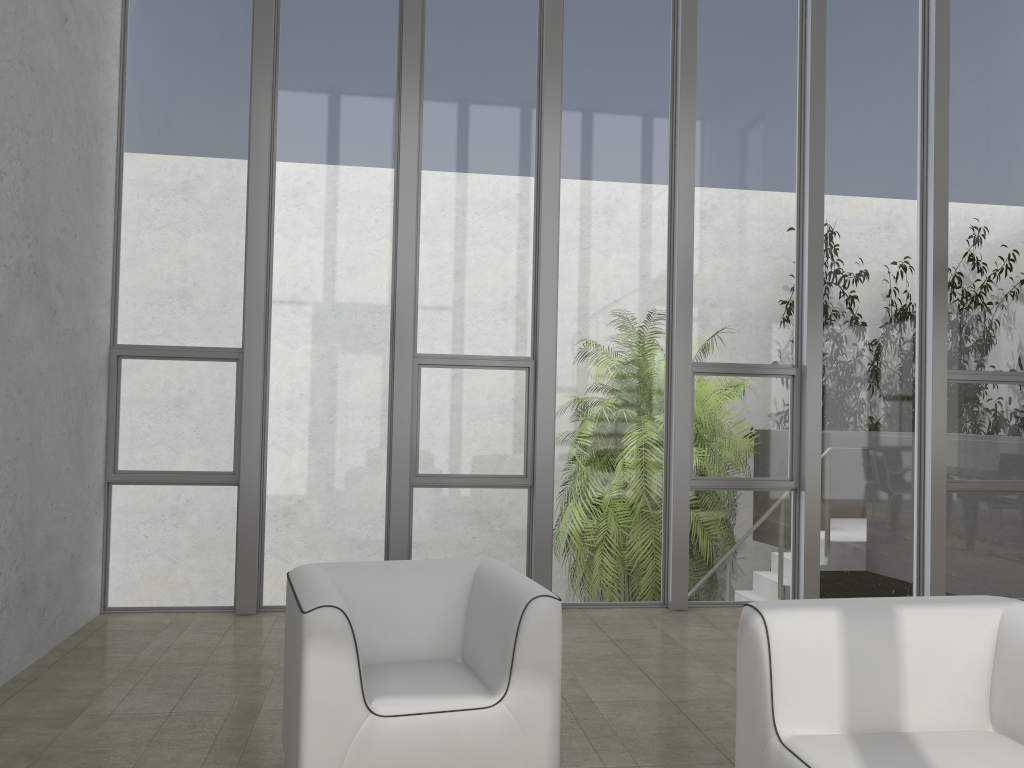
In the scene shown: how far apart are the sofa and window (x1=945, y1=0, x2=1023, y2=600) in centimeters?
366cm

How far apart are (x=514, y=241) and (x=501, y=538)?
1.94m

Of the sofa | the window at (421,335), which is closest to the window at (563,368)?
the window at (421,335)

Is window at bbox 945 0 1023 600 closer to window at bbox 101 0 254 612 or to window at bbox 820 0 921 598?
window at bbox 820 0 921 598

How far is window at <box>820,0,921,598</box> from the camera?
6.09m

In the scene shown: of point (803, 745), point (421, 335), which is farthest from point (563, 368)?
point (803, 745)

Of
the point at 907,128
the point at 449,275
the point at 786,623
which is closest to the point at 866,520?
the point at 907,128

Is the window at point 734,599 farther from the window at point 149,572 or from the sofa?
the sofa

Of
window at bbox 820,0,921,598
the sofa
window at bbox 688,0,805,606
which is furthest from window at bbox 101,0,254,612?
window at bbox 820,0,921,598

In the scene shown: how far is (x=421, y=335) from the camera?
5.70m
